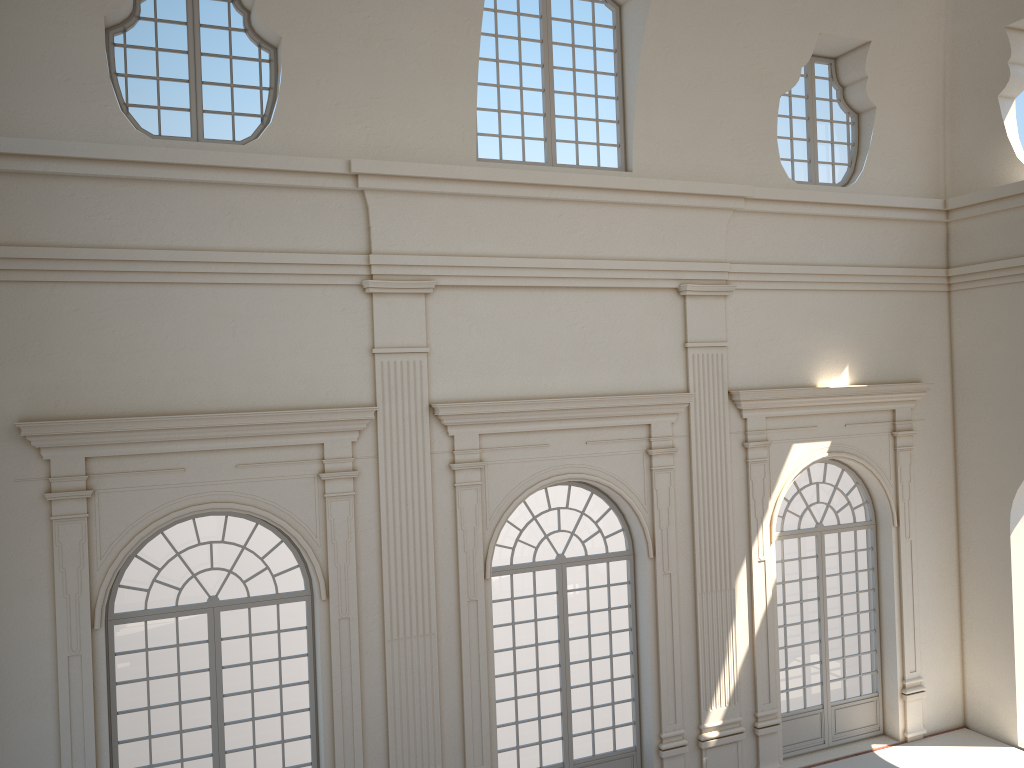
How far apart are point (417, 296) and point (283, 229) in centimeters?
168cm
